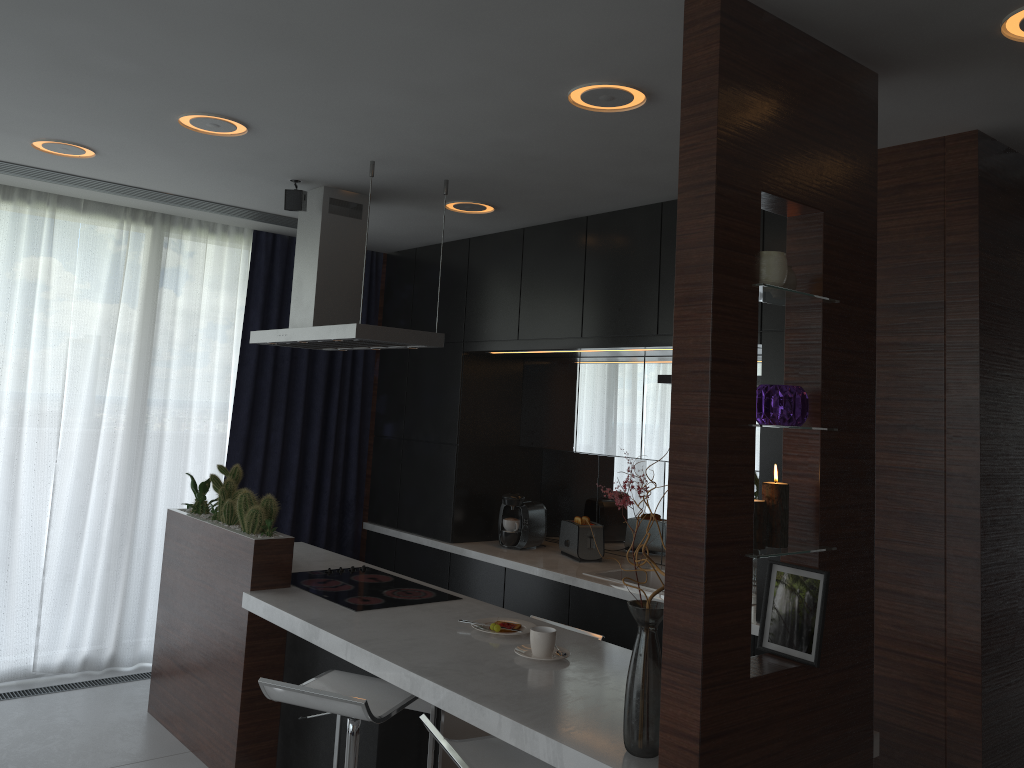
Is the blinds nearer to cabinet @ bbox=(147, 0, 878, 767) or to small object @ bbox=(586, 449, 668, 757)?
cabinet @ bbox=(147, 0, 878, 767)

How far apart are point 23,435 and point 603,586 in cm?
314

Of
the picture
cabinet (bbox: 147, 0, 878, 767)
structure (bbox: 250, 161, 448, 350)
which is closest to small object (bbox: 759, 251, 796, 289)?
cabinet (bbox: 147, 0, 878, 767)

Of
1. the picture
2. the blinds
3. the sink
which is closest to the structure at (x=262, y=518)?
the blinds

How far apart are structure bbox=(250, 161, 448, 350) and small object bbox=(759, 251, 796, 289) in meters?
1.9

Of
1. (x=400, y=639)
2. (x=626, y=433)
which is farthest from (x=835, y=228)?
(x=626, y=433)

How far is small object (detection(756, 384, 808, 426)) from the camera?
2.12m

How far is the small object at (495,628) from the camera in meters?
3.1

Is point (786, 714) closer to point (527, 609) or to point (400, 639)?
point (400, 639)

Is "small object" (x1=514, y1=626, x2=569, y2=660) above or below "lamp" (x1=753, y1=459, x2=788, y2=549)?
below
